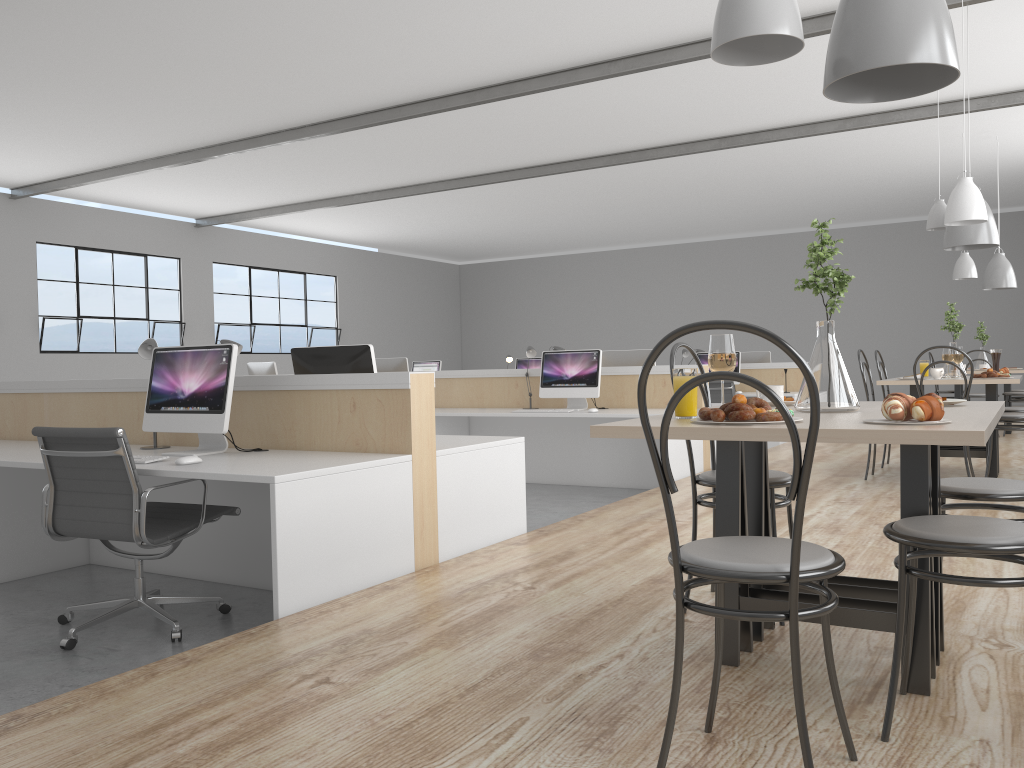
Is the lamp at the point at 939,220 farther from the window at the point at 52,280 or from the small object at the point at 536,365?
the window at the point at 52,280

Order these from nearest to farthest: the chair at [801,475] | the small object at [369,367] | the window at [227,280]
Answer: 1. the chair at [801,475]
2. the small object at [369,367]
3. the window at [227,280]

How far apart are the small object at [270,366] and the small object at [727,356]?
6.1 meters

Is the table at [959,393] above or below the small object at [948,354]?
below

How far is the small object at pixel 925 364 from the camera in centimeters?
512cm

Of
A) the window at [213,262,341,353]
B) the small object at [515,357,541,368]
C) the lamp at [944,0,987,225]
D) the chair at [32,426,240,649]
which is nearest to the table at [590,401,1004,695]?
the chair at [32,426,240,649]

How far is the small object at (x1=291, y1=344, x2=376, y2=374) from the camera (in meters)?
3.32

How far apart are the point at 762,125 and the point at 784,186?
2.7 meters

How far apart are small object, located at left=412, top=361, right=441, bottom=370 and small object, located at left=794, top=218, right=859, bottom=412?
7.70m

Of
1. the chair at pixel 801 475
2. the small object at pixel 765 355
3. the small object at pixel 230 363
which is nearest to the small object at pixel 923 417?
the chair at pixel 801 475
